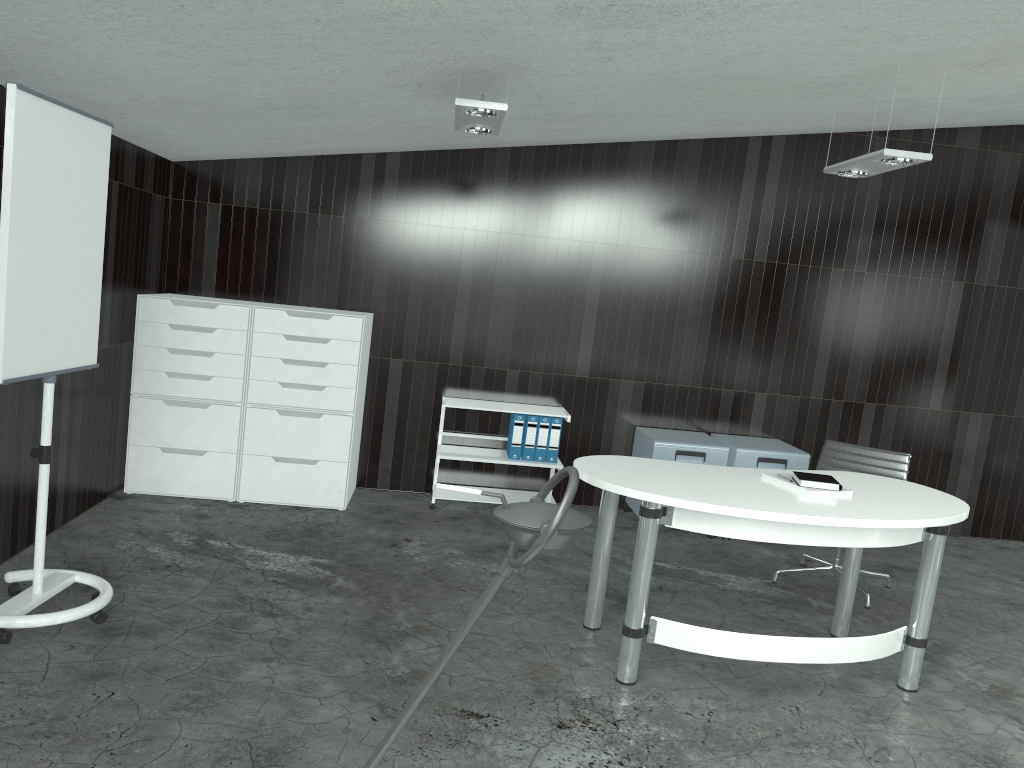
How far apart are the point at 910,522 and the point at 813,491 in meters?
0.4 m

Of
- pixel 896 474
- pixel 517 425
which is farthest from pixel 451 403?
pixel 896 474

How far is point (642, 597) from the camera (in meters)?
3.24

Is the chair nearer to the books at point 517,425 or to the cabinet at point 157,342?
the books at point 517,425

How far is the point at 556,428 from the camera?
5.58m

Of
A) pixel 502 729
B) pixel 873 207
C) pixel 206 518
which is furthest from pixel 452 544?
pixel 873 207

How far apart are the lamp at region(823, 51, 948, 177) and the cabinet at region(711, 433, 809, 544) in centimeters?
184cm

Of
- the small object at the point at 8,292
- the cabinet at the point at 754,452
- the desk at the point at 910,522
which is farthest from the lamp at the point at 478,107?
the cabinet at the point at 754,452

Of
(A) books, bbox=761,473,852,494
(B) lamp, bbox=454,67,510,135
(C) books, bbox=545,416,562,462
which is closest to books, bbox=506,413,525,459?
(C) books, bbox=545,416,562,462

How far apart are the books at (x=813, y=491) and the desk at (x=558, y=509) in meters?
2.5 m
